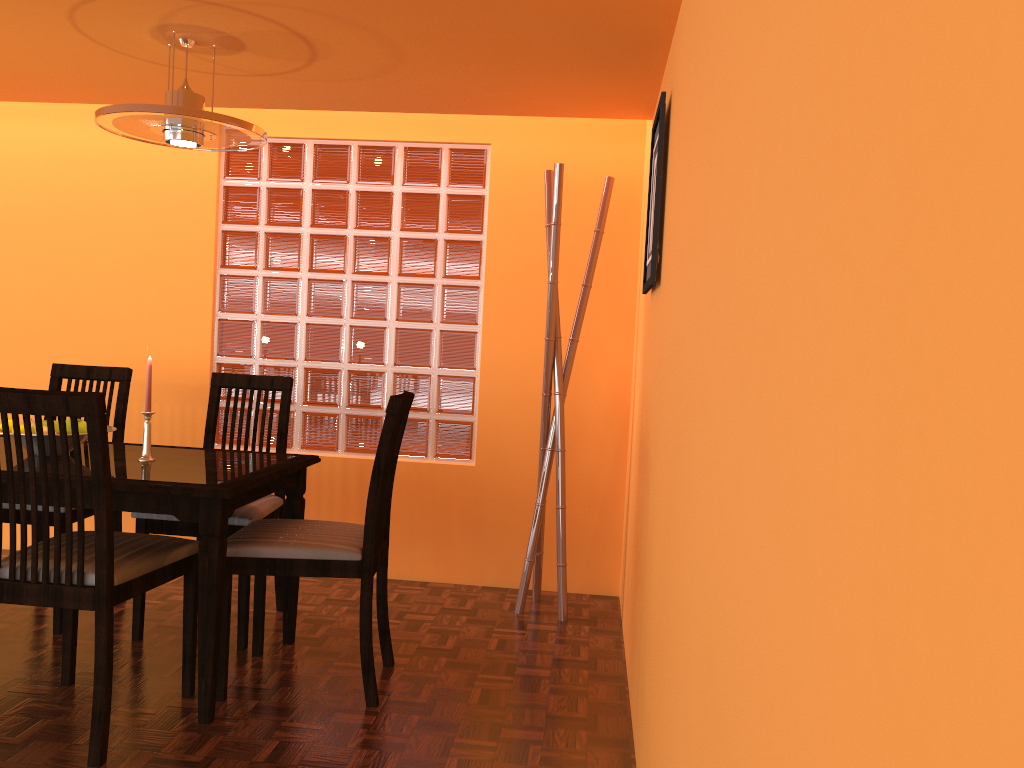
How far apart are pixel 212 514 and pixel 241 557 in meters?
0.2 m

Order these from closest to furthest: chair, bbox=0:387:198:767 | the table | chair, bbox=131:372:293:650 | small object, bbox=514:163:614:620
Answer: chair, bbox=0:387:198:767
the table
chair, bbox=131:372:293:650
small object, bbox=514:163:614:620

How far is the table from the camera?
2.09m

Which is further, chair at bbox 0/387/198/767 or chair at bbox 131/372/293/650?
chair at bbox 131/372/293/650

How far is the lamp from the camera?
2.2 meters

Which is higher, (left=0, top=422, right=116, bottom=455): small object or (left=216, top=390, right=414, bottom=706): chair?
(left=0, top=422, right=116, bottom=455): small object

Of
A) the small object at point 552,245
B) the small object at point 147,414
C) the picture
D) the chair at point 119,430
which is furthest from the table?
the picture

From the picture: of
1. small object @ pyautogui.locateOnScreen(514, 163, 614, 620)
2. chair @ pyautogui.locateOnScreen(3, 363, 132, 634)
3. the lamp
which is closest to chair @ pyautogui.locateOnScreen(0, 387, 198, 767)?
chair @ pyautogui.locateOnScreen(3, 363, 132, 634)

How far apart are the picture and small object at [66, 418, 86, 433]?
1.6 meters

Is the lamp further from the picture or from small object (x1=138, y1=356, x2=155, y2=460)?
the picture
